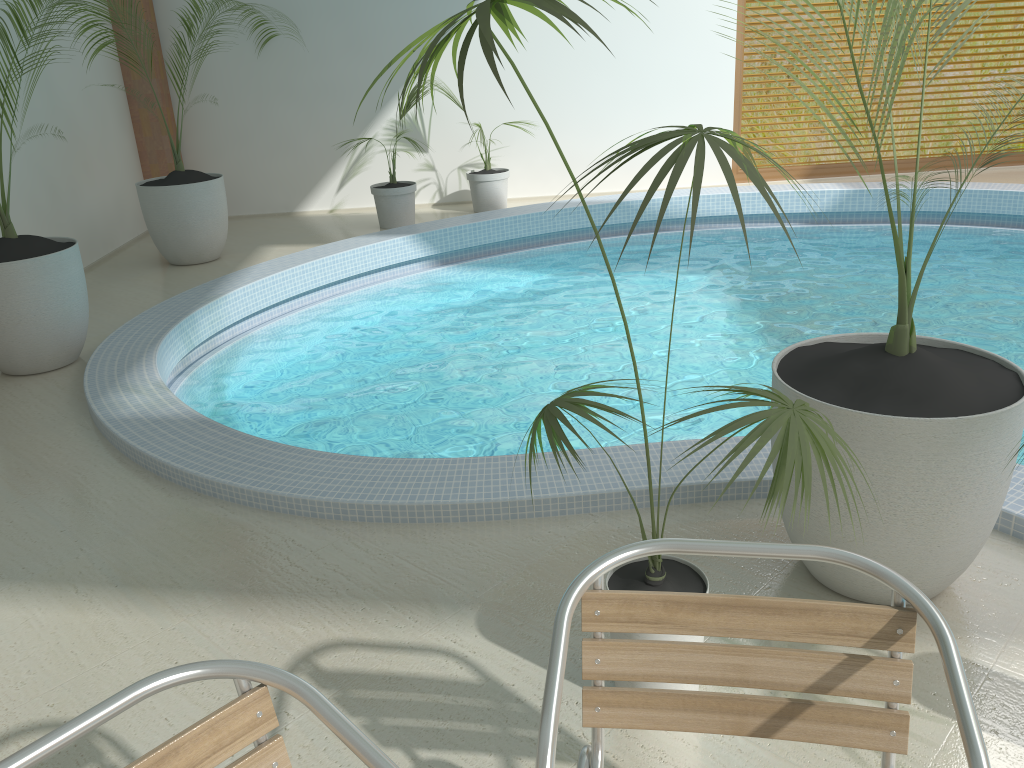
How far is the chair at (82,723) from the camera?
1.2m

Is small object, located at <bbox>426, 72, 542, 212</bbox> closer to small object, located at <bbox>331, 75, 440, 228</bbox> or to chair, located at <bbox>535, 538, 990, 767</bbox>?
small object, located at <bbox>331, 75, 440, 228</bbox>

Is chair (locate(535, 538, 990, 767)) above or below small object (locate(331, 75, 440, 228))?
above

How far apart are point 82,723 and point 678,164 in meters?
1.2

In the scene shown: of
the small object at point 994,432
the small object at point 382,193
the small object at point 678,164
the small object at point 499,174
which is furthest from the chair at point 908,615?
the small object at point 499,174

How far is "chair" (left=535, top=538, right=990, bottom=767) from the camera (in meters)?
1.43

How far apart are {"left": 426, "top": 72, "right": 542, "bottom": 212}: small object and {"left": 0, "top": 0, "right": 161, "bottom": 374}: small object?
4.1 meters

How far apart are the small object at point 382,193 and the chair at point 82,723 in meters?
6.8 m

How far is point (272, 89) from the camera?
8.45m

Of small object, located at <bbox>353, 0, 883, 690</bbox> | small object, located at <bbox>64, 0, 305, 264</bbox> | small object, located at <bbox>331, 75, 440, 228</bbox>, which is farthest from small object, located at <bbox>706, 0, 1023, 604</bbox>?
small object, located at <bbox>331, 75, 440, 228</bbox>
